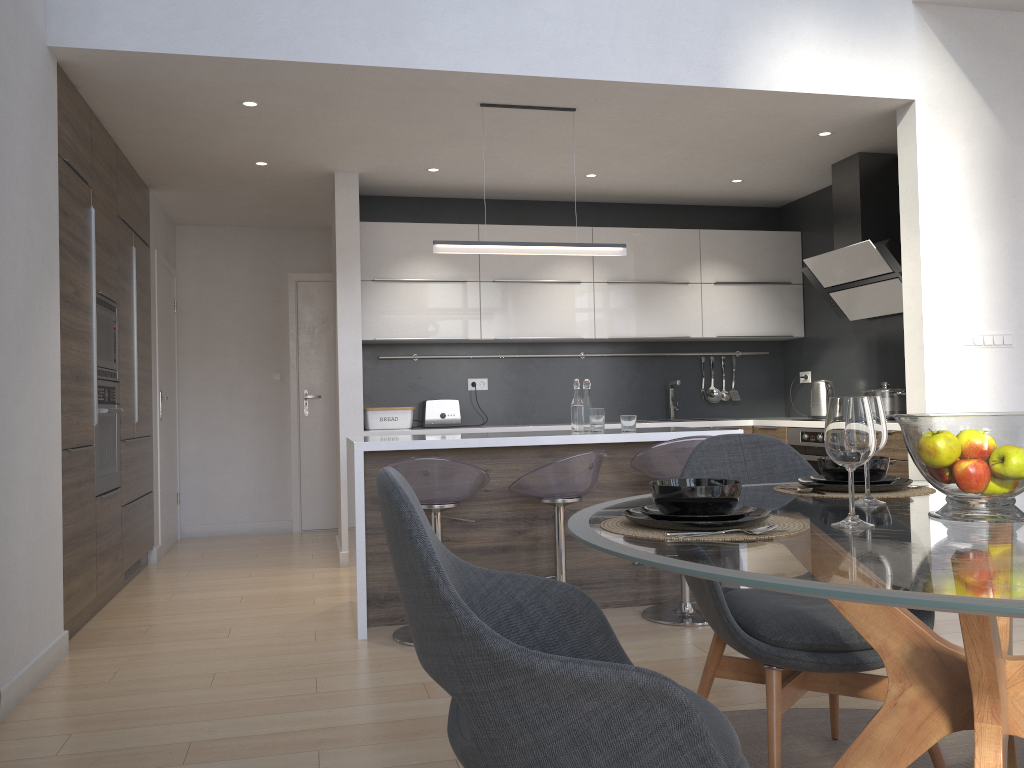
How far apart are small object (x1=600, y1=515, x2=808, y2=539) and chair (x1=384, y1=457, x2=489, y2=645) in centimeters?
209cm

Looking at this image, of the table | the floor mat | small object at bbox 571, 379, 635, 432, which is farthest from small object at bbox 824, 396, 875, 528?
small object at bbox 571, 379, 635, 432

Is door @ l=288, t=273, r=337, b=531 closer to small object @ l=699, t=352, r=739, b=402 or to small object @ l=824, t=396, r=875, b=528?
small object @ l=699, t=352, r=739, b=402

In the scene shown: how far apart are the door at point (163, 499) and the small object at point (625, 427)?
3.28m

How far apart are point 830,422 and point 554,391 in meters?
5.0 m

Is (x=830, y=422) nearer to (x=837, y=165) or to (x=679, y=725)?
(x=679, y=725)

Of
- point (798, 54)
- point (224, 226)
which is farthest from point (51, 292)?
point (224, 226)

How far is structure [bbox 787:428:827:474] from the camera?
5.43m

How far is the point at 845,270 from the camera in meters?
5.6

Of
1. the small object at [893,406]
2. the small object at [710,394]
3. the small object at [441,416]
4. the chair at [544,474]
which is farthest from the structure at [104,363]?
the small object at [893,406]
